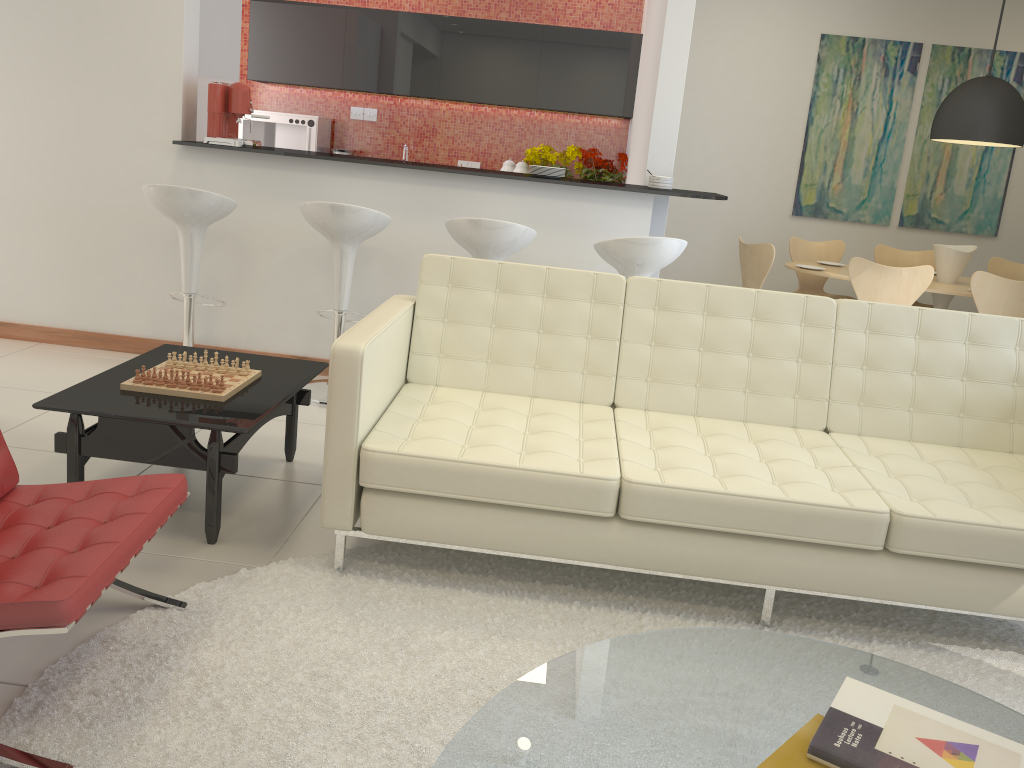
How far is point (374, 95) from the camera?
7.6m

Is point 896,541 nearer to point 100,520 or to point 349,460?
point 349,460

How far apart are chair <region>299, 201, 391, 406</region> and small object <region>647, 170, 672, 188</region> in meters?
1.6 m

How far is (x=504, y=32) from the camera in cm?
705

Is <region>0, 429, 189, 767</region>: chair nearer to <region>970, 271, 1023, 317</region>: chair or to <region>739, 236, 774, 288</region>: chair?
<region>739, 236, 774, 288</region>: chair

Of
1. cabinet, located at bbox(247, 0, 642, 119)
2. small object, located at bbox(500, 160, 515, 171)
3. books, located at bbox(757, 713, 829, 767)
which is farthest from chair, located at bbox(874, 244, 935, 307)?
books, located at bbox(757, 713, 829, 767)

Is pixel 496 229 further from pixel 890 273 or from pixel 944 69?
pixel 944 69

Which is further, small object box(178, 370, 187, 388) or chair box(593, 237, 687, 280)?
chair box(593, 237, 687, 280)

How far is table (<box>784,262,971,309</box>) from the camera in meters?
5.8

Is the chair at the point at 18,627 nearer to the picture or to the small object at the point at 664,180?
the small object at the point at 664,180
